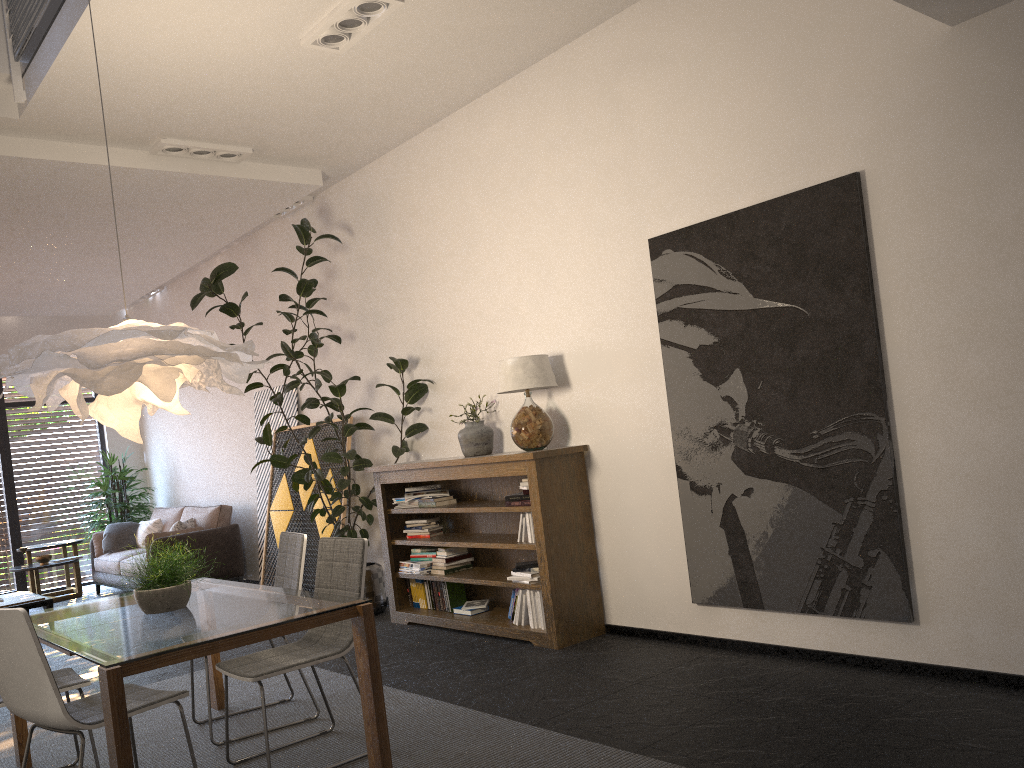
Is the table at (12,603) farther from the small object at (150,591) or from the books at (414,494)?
the small object at (150,591)

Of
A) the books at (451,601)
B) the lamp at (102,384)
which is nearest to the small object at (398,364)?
the books at (451,601)

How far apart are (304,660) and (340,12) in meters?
3.2

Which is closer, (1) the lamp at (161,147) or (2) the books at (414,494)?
(1) the lamp at (161,147)

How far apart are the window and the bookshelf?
6.72m

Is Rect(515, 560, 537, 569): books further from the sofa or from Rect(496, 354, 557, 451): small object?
the sofa

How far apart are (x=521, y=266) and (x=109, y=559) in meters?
6.6

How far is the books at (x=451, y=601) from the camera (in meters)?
6.17

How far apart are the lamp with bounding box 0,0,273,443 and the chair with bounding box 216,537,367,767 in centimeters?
80cm

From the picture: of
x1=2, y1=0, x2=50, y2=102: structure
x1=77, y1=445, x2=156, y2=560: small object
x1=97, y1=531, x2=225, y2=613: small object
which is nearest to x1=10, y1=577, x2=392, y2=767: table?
x1=97, y1=531, x2=225, y2=613: small object
